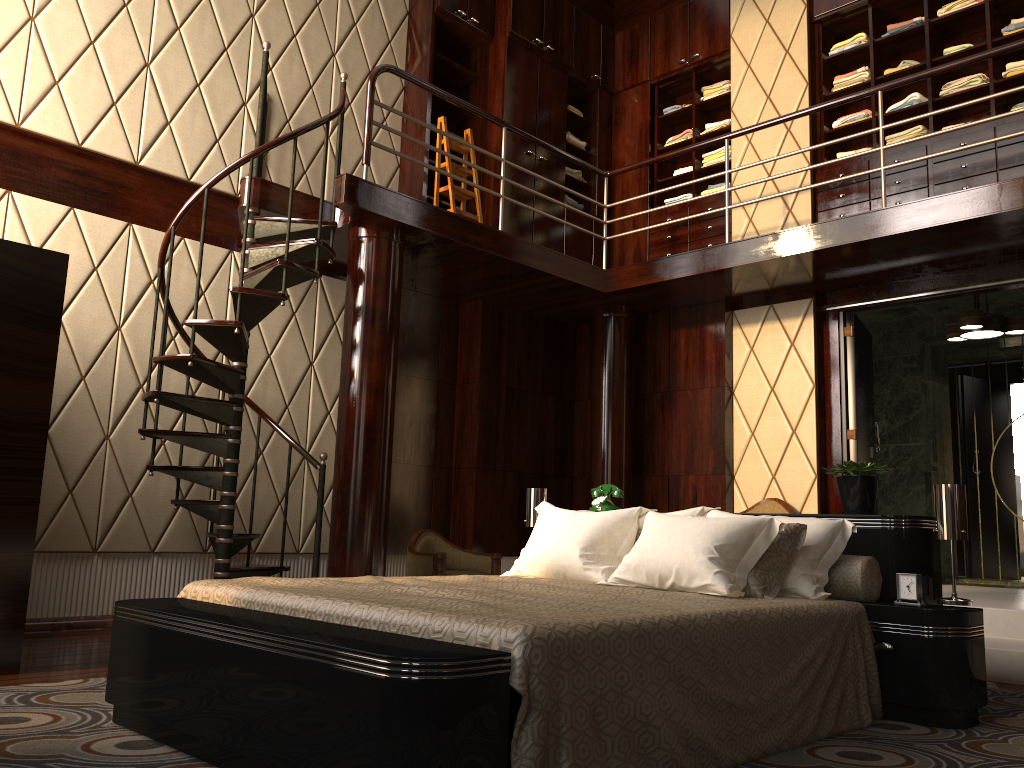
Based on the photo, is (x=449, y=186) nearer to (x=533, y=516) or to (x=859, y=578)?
(x=533, y=516)

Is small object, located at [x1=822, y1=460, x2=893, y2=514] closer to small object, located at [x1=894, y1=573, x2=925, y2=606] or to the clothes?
small object, located at [x1=894, y1=573, x2=925, y2=606]

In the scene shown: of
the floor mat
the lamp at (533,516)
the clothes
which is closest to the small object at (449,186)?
the clothes

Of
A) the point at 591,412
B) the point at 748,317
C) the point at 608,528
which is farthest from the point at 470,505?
the point at 608,528

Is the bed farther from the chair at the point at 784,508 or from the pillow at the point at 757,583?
the chair at the point at 784,508

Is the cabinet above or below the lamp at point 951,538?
above

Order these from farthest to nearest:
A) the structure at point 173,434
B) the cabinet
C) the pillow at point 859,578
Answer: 1. the cabinet
2. the structure at point 173,434
3. the pillow at point 859,578

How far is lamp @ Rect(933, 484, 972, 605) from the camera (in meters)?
2.86

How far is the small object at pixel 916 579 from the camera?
2.83m

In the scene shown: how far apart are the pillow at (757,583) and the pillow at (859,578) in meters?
0.2
